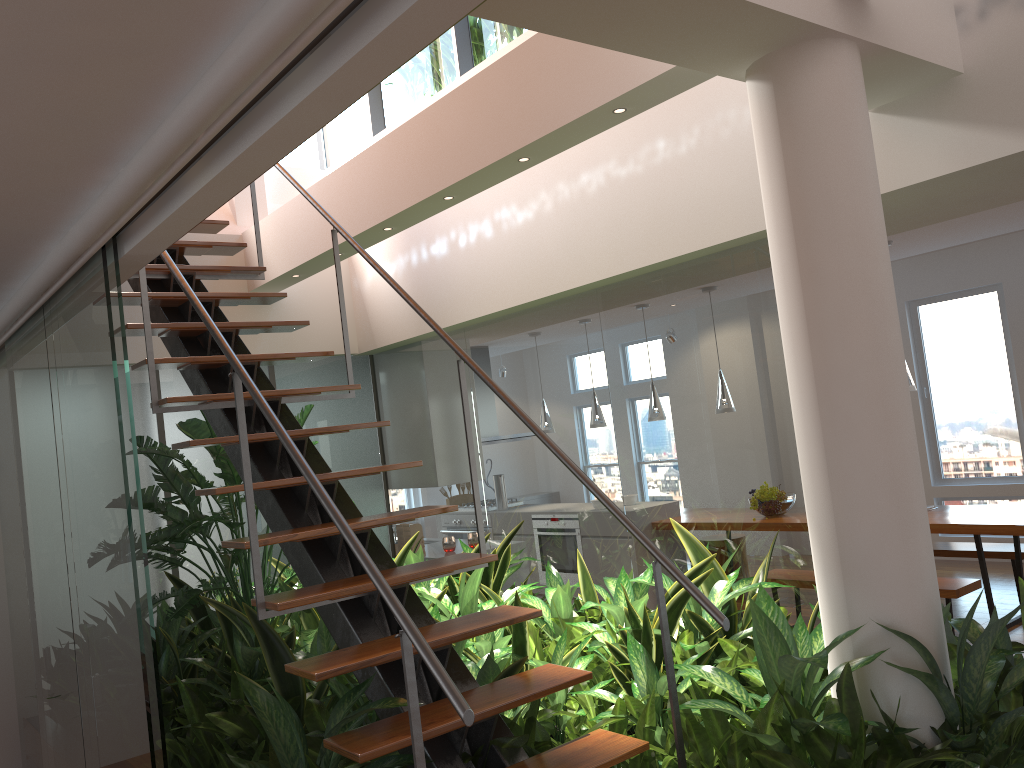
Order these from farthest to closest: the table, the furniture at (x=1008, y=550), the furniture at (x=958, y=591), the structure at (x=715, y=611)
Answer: the furniture at (x=1008, y=550) < the table < the furniture at (x=958, y=591) < the structure at (x=715, y=611)

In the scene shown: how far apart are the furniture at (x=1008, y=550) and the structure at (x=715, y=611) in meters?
4.6 m

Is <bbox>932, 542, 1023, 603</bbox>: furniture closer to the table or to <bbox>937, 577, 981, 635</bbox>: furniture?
the table

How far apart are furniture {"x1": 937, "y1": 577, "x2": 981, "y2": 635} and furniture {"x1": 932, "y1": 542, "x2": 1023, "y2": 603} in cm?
93

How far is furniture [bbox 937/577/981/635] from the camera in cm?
507

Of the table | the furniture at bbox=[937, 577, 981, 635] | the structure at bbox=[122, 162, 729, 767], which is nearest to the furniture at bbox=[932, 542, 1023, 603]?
the table

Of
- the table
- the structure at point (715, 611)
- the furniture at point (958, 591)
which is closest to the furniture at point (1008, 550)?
the table

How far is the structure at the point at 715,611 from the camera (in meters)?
2.23

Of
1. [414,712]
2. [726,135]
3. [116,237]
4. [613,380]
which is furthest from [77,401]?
[726,135]

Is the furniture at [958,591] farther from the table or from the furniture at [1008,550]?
the furniture at [1008,550]
